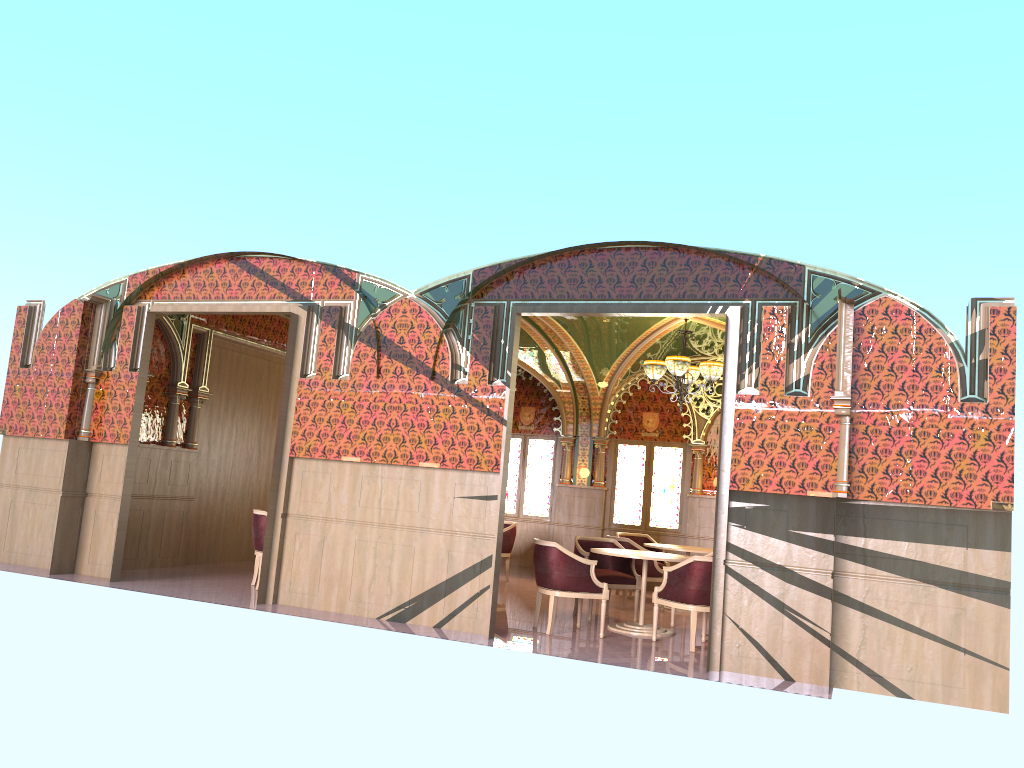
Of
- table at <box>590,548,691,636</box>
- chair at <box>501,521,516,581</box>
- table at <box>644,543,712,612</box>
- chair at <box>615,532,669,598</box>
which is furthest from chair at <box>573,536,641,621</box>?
chair at <box>501,521,516,581</box>

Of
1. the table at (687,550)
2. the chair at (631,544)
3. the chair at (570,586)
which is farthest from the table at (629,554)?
the table at (687,550)

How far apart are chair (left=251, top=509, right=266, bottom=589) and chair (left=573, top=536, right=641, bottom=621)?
3.5 meters

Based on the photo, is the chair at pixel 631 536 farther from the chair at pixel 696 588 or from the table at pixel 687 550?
the chair at pixel 696 588

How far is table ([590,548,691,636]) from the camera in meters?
8.8

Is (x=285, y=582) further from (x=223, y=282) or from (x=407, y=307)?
(x=223, y=282)

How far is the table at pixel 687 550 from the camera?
10.9m

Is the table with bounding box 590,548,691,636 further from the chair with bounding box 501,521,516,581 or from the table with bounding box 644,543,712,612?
the chair with bounding box 501,521,516,581

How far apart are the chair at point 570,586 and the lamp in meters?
2.8 m

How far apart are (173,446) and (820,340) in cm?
782
